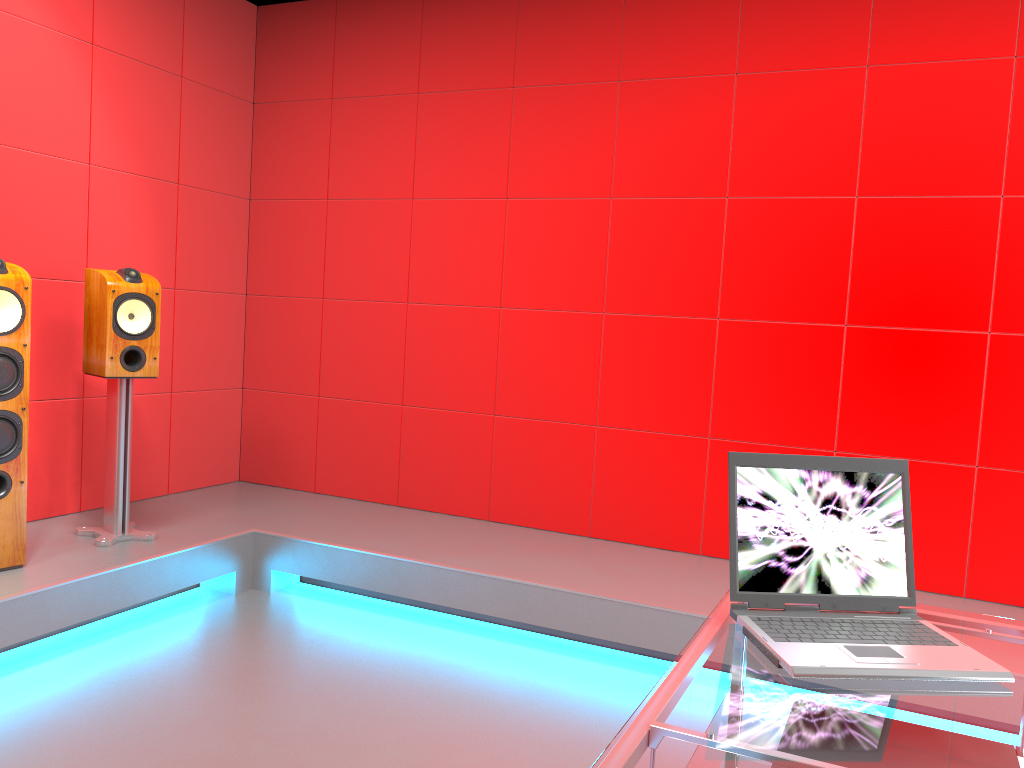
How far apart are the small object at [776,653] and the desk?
0.0m

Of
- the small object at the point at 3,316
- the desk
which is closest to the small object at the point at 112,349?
the small object at the point at 3,316

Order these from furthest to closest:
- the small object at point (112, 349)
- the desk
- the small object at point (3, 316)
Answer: the small object at point (112, 349) < the small object at point (3, 316) < the desk

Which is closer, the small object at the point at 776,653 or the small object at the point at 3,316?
the small object at the point at 776,653

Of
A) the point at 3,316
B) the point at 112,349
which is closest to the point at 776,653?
the point at 3,316

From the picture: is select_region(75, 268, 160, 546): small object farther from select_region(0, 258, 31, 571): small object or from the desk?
the desk

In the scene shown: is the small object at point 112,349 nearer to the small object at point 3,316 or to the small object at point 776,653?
Result: the small object at point 3,316

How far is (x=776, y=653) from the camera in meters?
1.3

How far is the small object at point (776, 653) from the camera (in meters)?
1.33

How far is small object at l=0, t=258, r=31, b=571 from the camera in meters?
2.9 m
